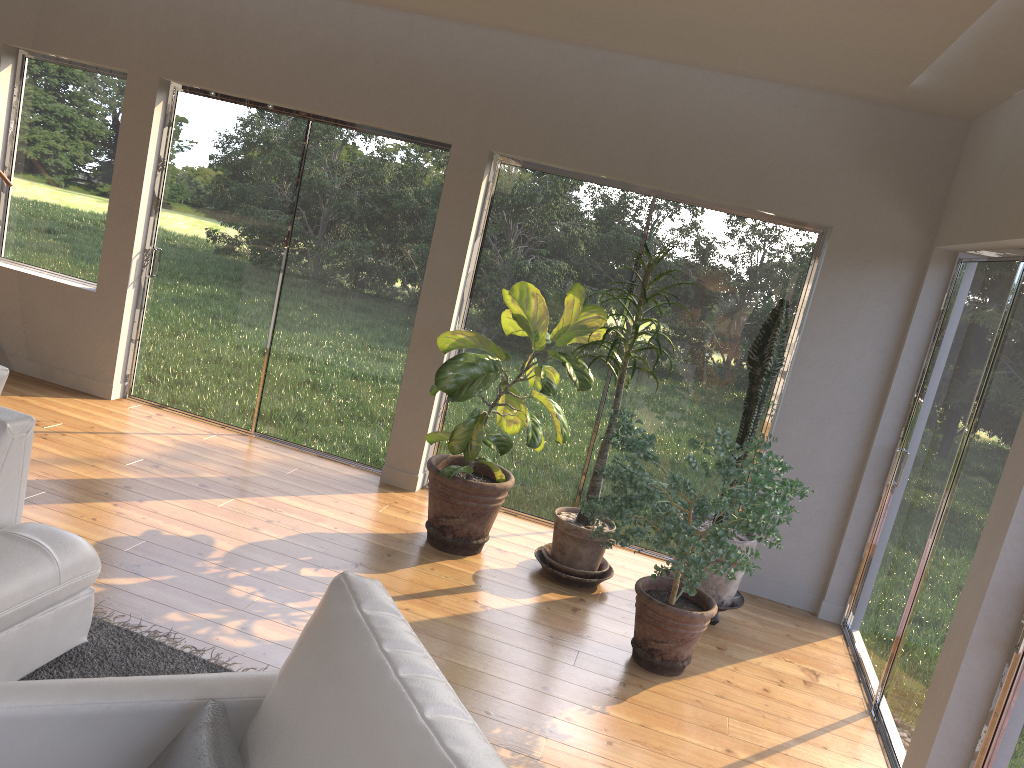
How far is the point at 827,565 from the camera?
5.0m

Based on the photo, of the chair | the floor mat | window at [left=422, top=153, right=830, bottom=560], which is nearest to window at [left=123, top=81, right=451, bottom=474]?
window at [left=422, top=153, right=830, bottom=560]

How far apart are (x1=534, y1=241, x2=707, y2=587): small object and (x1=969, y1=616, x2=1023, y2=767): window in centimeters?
206cm

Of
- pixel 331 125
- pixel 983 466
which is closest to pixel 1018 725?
pixel 983 466

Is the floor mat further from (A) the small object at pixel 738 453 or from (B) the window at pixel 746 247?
(B) the window at pixel 746 247

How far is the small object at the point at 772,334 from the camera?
4.37m

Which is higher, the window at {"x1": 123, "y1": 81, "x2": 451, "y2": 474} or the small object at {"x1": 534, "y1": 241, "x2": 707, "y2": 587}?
the window at {"x1": 123, "y1": 81, "x2": 451, "y2": 474}

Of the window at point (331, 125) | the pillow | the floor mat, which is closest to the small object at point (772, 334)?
the window at point (331, 125)

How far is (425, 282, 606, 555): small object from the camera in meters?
4.4

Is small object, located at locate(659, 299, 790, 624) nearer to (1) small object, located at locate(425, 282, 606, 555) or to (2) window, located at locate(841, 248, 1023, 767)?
(2) window, located at locate(841, 248, 1023, 767)
